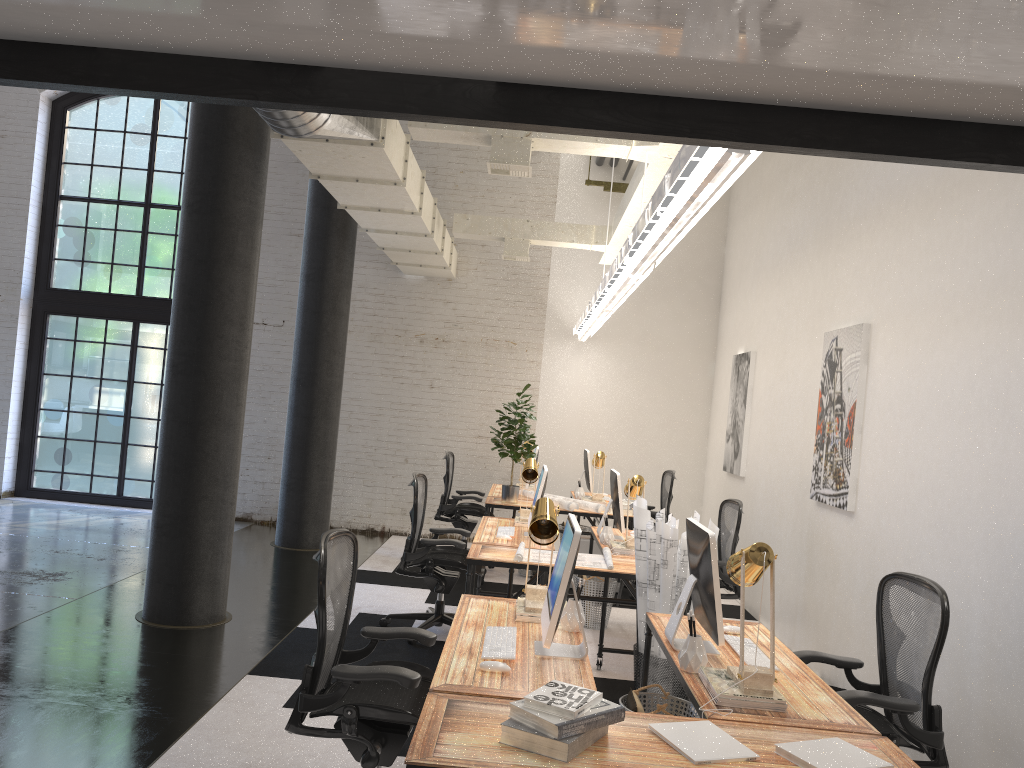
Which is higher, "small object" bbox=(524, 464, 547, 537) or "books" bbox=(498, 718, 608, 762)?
"small object" bbox=(524, 464, 547, 537)

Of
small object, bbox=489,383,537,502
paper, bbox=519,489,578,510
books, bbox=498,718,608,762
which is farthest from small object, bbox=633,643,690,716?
small object, bbox=489,383,537,502

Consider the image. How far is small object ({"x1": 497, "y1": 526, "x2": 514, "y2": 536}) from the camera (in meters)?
6.08

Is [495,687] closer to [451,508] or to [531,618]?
[531,618]

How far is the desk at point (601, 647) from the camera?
5.6 meters

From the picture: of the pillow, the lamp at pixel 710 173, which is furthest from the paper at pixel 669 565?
the lamp at pixel 710 173

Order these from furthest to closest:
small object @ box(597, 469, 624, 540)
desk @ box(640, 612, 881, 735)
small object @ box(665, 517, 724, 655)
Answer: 1. small object @ box(597, 469, 624, 540)
2. small object @ box(665, 517, 724, 655)
3. desk @ box(640, 612, 881, 735)

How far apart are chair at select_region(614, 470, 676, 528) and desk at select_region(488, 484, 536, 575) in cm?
168

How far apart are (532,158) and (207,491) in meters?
6.0 m

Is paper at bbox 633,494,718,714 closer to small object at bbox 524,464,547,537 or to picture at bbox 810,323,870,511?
small object at bbox 524,464,547,537
